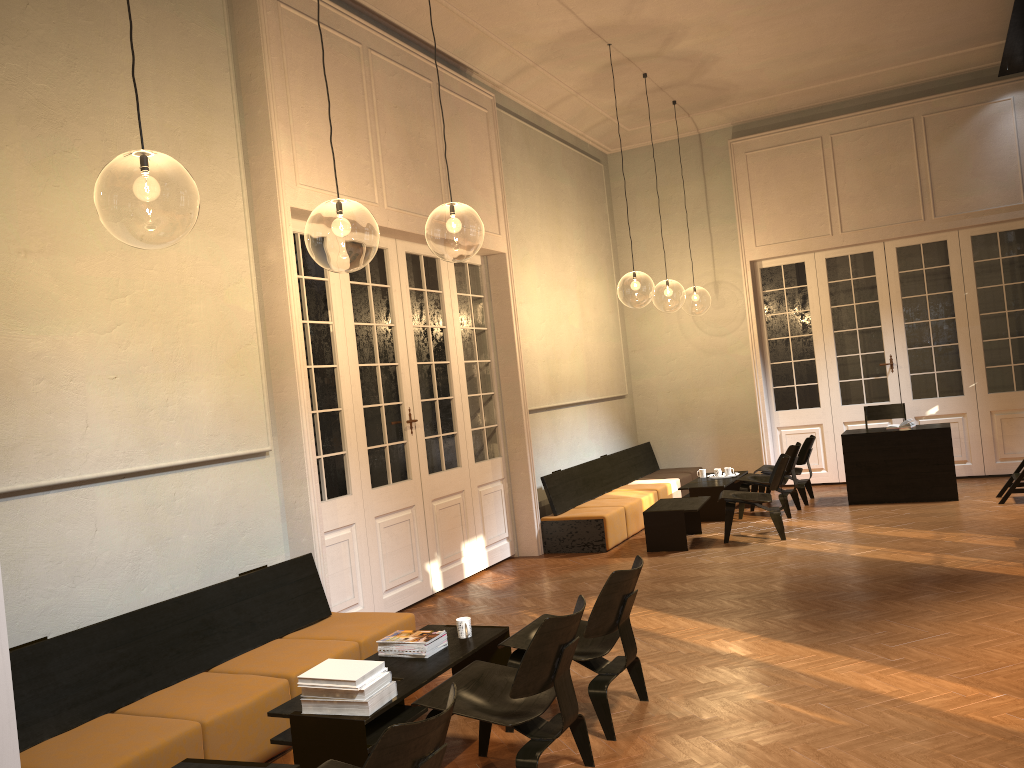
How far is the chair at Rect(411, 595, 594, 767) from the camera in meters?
3.6

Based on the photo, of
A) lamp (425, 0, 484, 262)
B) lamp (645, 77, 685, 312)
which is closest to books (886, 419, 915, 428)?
lamp (425, 0, 484, 262)

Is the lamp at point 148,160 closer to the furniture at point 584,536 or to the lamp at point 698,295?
the furniture at point 584,536

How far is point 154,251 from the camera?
5.3m

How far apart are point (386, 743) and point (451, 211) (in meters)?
9.38

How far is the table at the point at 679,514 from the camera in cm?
874

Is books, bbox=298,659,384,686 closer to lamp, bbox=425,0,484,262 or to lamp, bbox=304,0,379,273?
lamp, bbox=304,0,379,273

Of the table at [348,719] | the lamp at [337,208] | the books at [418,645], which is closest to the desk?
the lamp at [337,208]

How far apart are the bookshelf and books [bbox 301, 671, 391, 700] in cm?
861

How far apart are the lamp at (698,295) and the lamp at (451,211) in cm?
926
